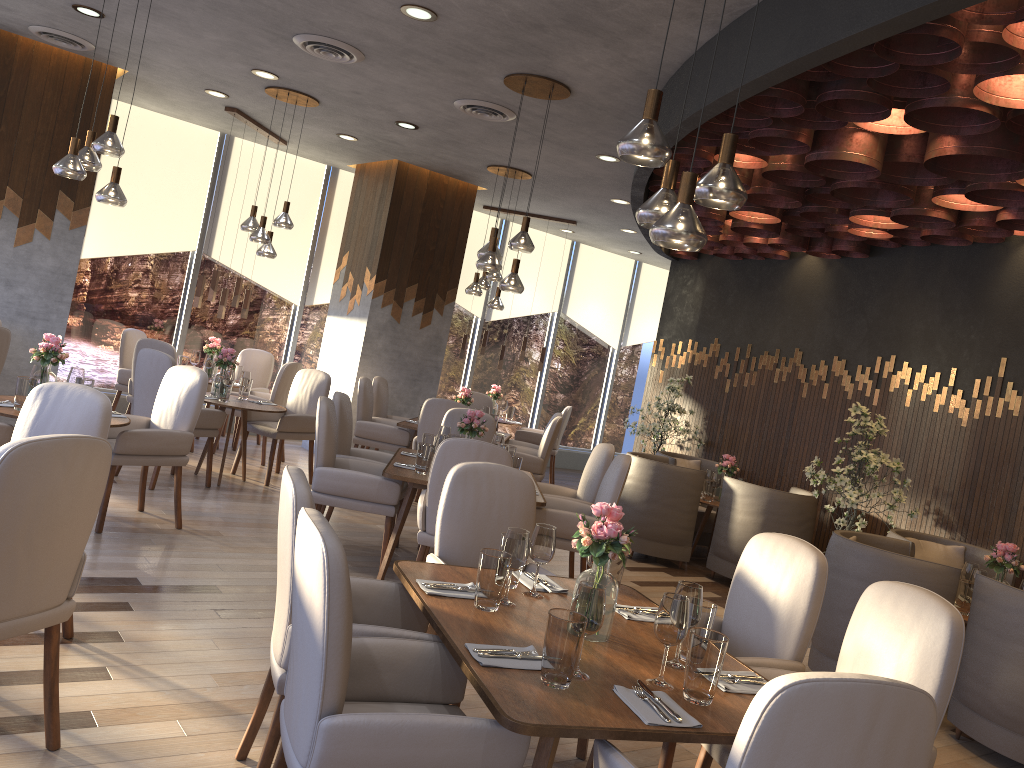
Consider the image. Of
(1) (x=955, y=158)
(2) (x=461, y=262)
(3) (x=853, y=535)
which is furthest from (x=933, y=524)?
(2) (x=461, y=262)

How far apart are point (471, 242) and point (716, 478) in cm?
515

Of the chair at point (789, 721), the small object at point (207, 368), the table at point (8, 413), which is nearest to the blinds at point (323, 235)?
the small object at point (207, 368)

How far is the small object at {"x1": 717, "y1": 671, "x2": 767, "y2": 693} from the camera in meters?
2.5 m

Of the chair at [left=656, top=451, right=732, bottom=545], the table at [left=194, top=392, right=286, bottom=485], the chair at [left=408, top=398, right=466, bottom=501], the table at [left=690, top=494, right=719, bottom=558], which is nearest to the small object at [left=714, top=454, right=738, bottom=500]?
the table at [left=690, top=494, right=719, bottom=558]

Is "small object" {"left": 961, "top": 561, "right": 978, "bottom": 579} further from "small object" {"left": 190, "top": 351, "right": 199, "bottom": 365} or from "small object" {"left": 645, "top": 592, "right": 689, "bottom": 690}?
"small object" {"left": 190, "top": 351, "right": 199, "bottom": 365}

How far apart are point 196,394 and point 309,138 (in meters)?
4.12

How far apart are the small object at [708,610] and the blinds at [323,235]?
8.24m

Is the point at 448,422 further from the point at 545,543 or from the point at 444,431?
the point at 545,543

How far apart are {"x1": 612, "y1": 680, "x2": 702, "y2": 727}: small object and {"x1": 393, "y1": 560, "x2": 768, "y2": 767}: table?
0.0m
